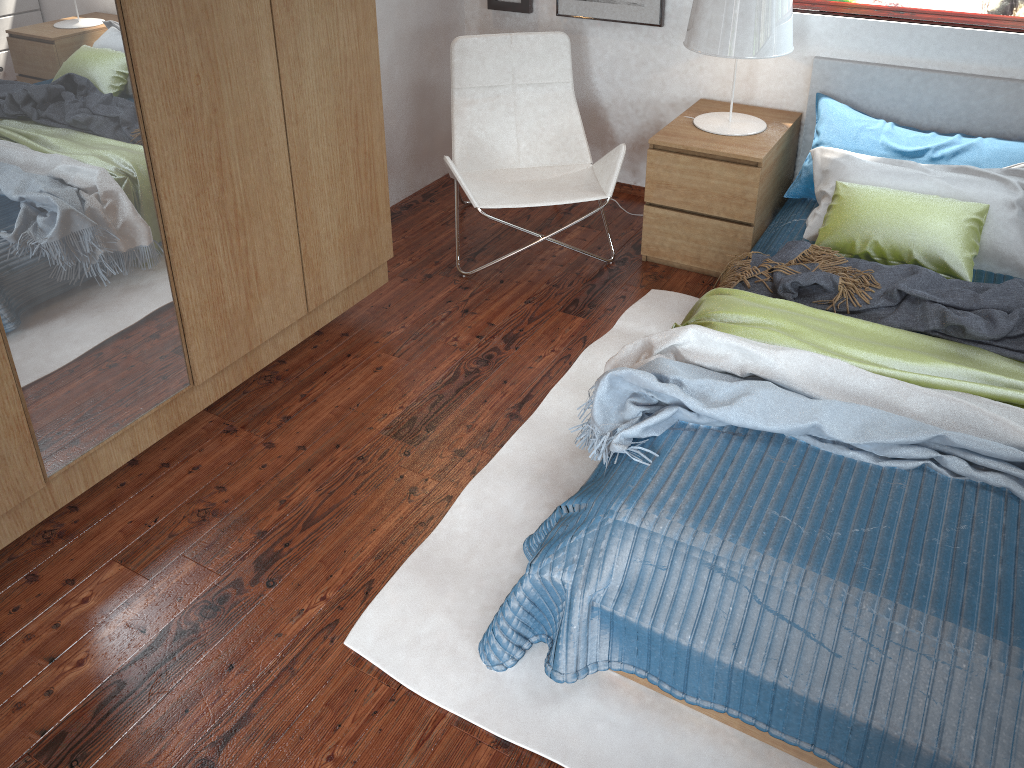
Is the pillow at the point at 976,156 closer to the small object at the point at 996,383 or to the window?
the window

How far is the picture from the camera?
3.5m

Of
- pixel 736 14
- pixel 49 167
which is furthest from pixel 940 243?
pixel 49 167

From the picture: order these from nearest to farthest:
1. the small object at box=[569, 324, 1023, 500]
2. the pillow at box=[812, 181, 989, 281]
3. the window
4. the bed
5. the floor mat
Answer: the bed → the floor mat → the small object at box=[569, 324, 1023, 500] → the pillow at box=[812, 181, 989, 281] → the window

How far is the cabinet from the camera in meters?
1.8

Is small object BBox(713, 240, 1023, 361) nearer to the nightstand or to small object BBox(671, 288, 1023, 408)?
small object BBox(671, 288, 1023, 408)

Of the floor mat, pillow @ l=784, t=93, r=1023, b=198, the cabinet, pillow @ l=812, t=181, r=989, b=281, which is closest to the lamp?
pillow @ l=784, t=93, r=1023, b=198

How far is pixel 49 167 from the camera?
1.8 meters

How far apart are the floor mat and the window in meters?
1.3 m

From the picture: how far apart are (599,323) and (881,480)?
1.3m
